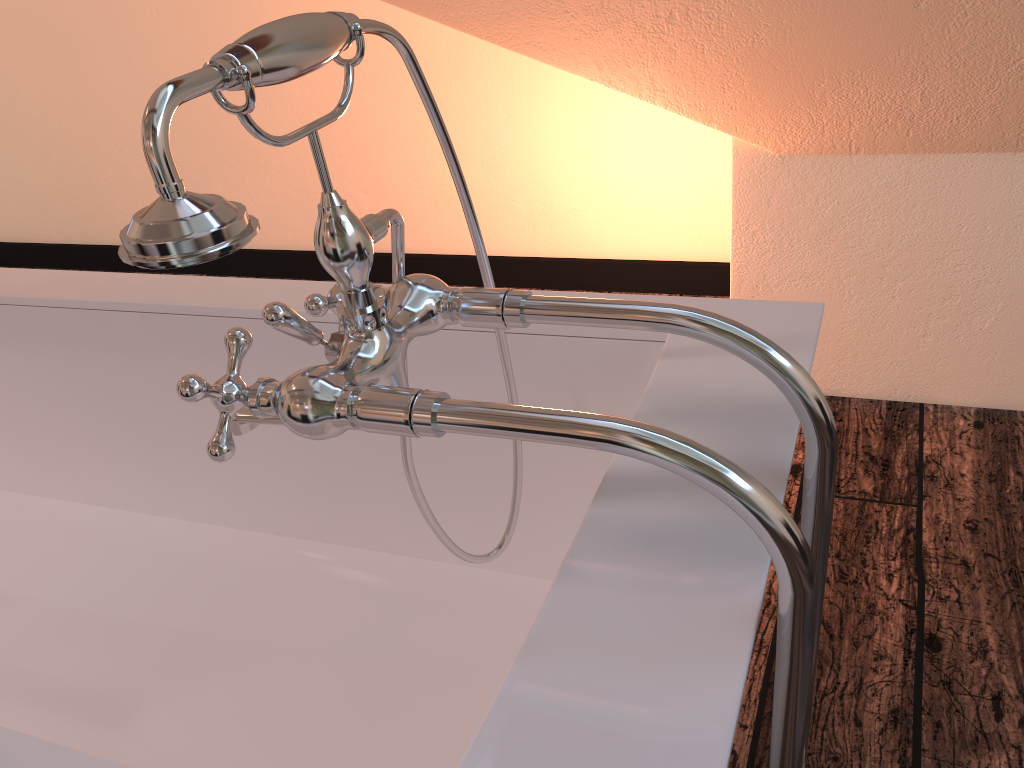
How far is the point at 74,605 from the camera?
1.2 meters

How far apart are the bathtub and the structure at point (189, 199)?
0.0m

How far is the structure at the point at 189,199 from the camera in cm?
45

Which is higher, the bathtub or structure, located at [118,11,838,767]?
structure, located at [118,11,838,767]

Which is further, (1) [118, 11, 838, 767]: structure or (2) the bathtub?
Result: (2) the bathtub

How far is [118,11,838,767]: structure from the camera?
0.45m

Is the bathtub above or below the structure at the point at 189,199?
below

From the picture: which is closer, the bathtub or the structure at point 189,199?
the structure at point 189,199

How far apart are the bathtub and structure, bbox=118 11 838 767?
0.02m
